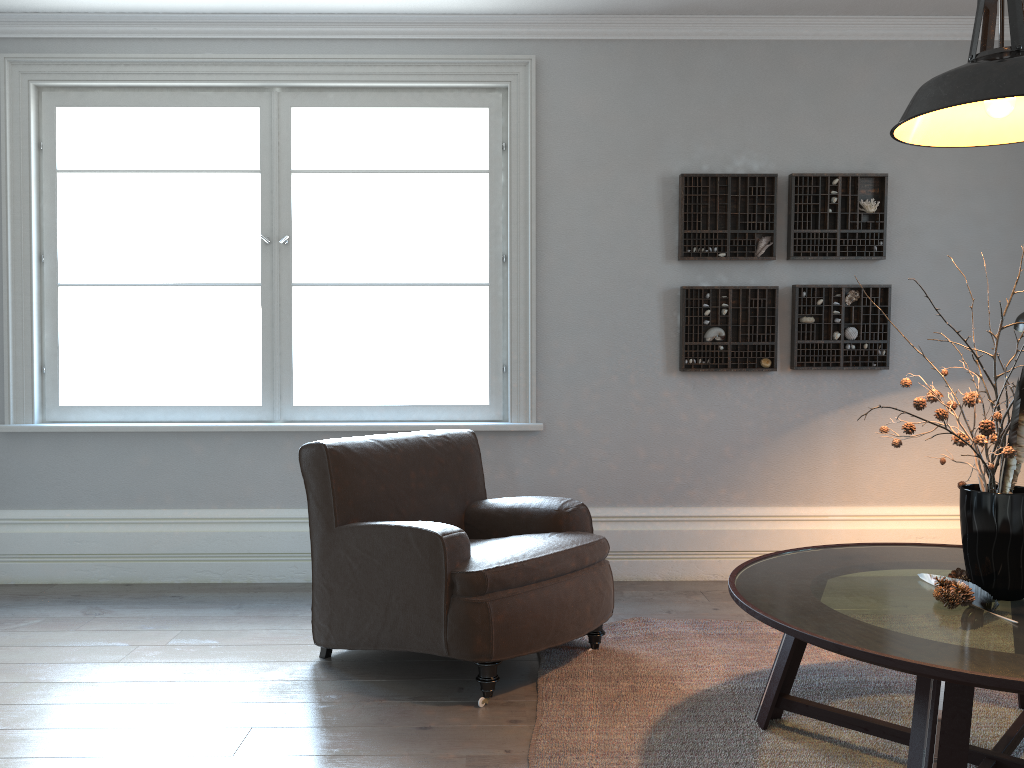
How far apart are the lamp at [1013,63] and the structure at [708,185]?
1.9 meters

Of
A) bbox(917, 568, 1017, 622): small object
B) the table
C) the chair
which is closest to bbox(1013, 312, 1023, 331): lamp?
the table

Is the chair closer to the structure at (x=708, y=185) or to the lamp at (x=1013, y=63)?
the structure at (x=708, y=185)

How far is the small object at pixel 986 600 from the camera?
2.1 meters

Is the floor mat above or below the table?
below

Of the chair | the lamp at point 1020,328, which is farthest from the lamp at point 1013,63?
the chair

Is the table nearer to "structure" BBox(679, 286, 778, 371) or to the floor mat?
the floor mat

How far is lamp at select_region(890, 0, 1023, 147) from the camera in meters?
2.0 m

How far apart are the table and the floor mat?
0.0m

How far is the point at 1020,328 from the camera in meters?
3.1 m
